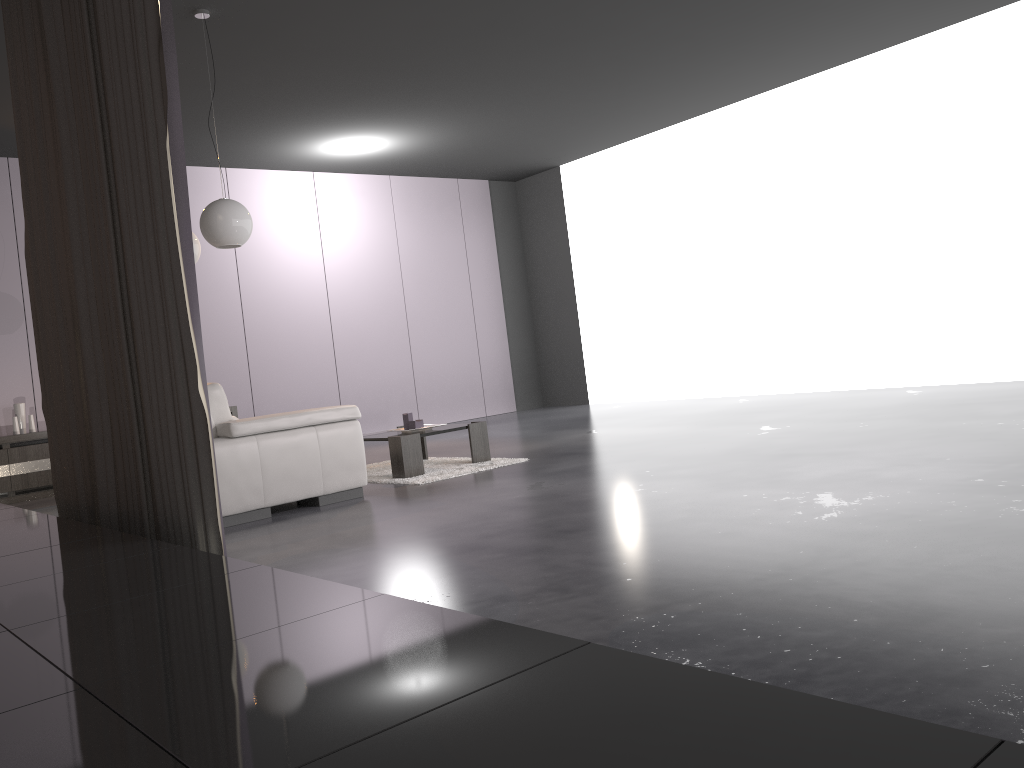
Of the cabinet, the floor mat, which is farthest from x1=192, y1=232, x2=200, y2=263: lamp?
the cabinet

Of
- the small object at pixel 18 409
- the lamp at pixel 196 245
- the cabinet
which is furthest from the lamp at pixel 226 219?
the small object at pixel 18 409

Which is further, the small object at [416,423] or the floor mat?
the small object at [416,423]

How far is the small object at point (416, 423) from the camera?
6.0 meters

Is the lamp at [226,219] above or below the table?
above

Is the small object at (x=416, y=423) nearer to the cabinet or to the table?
the table

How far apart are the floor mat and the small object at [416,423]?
0.3 meters

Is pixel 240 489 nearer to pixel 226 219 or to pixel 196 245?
pixel 226 219

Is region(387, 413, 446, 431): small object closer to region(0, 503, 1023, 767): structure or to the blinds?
the blinds

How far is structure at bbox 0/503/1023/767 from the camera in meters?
0.9
